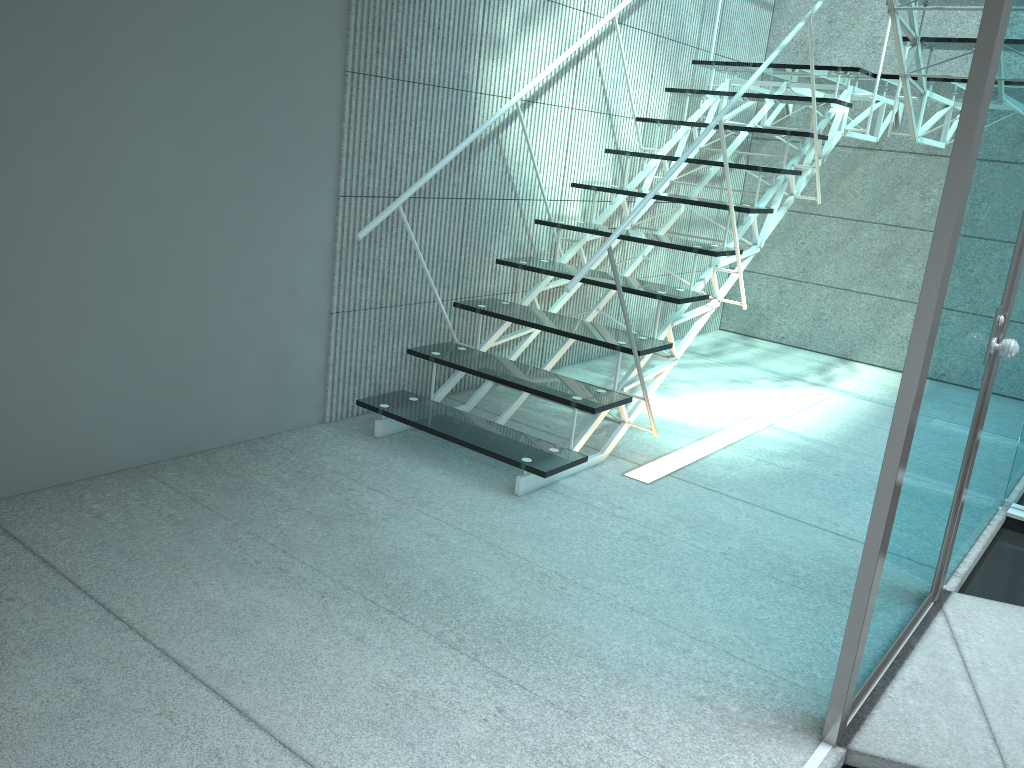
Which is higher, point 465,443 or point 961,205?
point 961,205

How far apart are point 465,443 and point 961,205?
1.71m

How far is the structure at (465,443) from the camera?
2.84m

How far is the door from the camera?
1.5 meters

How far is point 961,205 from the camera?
1.5 meters

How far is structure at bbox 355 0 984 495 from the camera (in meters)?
2.84

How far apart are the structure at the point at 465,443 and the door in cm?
100

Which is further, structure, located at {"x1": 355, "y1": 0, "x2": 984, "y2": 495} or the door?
structure, located at {"x1": 355, "y1": 0, "x2": 984, "y2": 495}

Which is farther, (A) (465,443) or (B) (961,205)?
(A) (465,443)

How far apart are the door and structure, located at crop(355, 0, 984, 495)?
1.0m
